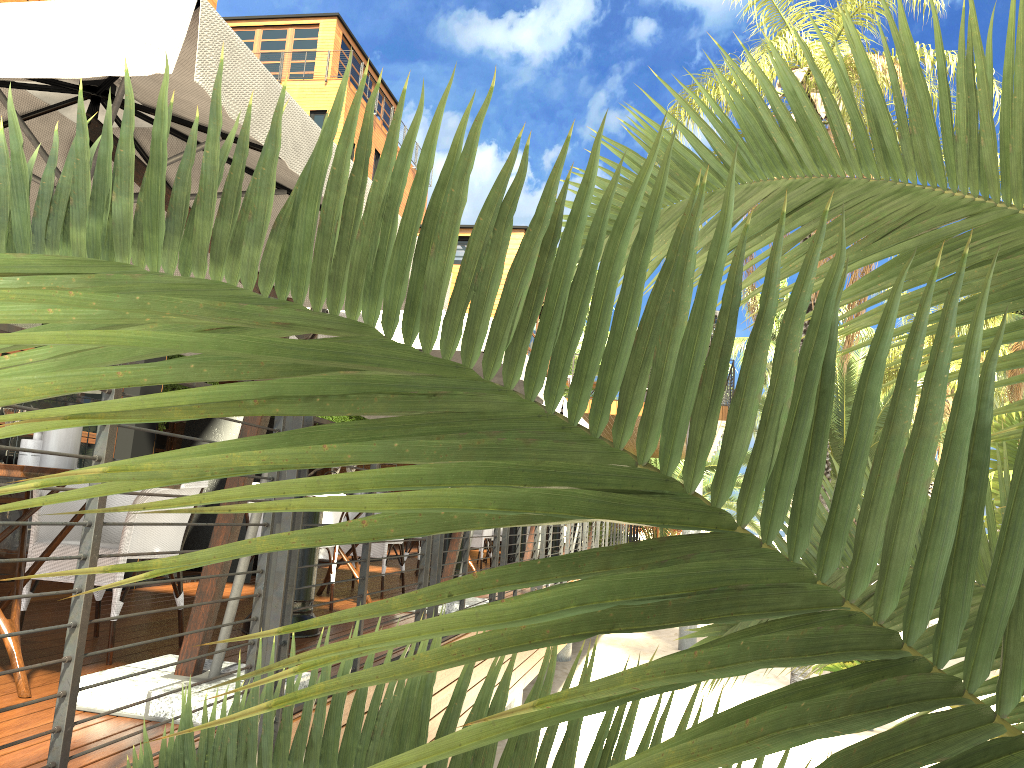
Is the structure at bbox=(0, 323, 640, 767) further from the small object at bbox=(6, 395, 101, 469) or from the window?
the window

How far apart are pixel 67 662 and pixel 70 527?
1.6 meters

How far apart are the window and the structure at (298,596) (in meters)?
1.69

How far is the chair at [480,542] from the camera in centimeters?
1026cm

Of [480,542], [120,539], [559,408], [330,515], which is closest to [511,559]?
[480,542]

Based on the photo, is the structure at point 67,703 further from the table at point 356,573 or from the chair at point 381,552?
the chair at point 381,552

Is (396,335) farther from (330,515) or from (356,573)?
(356,573)

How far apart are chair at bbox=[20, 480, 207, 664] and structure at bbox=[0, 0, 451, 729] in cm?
41

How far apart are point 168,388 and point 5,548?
4.0 meters

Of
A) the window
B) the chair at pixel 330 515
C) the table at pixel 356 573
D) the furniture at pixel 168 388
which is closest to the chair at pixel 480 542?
the furniture at pixel 168 388
